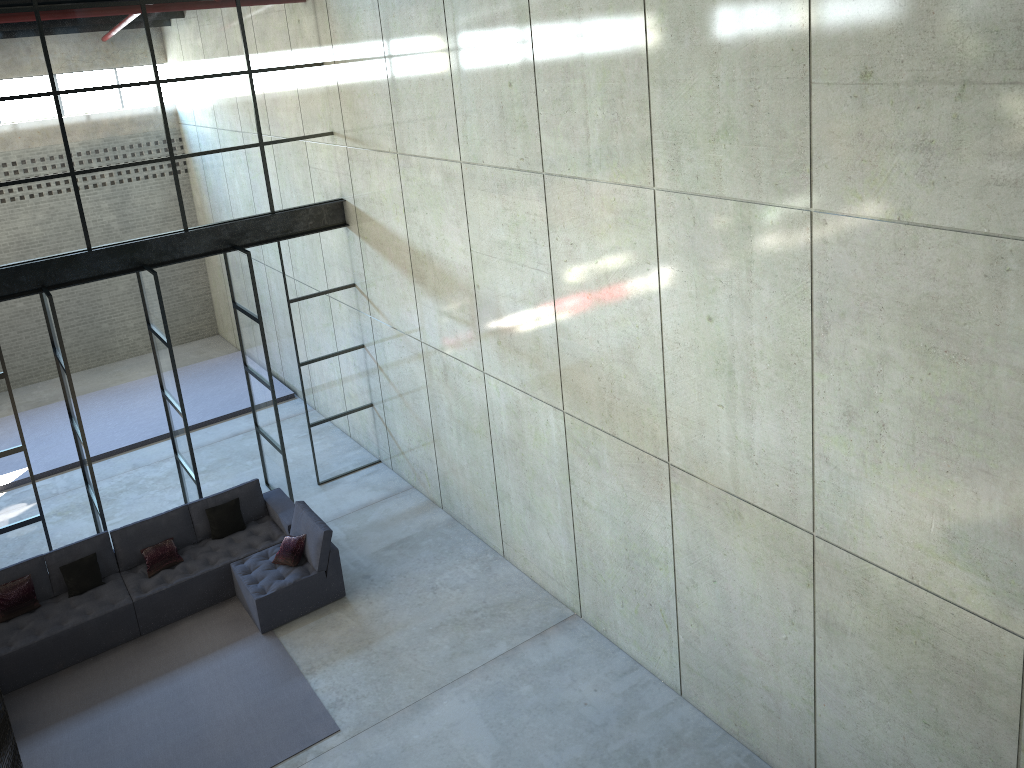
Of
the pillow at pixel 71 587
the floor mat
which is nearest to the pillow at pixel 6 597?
the pillow at pixel 71 587

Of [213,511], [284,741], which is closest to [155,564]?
[213,511]

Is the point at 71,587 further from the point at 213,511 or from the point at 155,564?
the point at 213,511

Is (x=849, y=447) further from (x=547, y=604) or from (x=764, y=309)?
(x=547, y=604)

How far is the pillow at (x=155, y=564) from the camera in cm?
996

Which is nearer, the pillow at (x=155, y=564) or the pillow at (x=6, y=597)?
the pillow at (x=6, y=597)

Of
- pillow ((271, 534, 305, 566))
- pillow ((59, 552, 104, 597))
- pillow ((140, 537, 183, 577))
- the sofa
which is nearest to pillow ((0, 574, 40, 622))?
the sofa

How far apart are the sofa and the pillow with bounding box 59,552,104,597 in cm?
7

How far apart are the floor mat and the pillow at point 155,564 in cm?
64

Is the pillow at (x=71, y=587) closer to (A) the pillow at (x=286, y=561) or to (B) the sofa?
(B) the sofa
